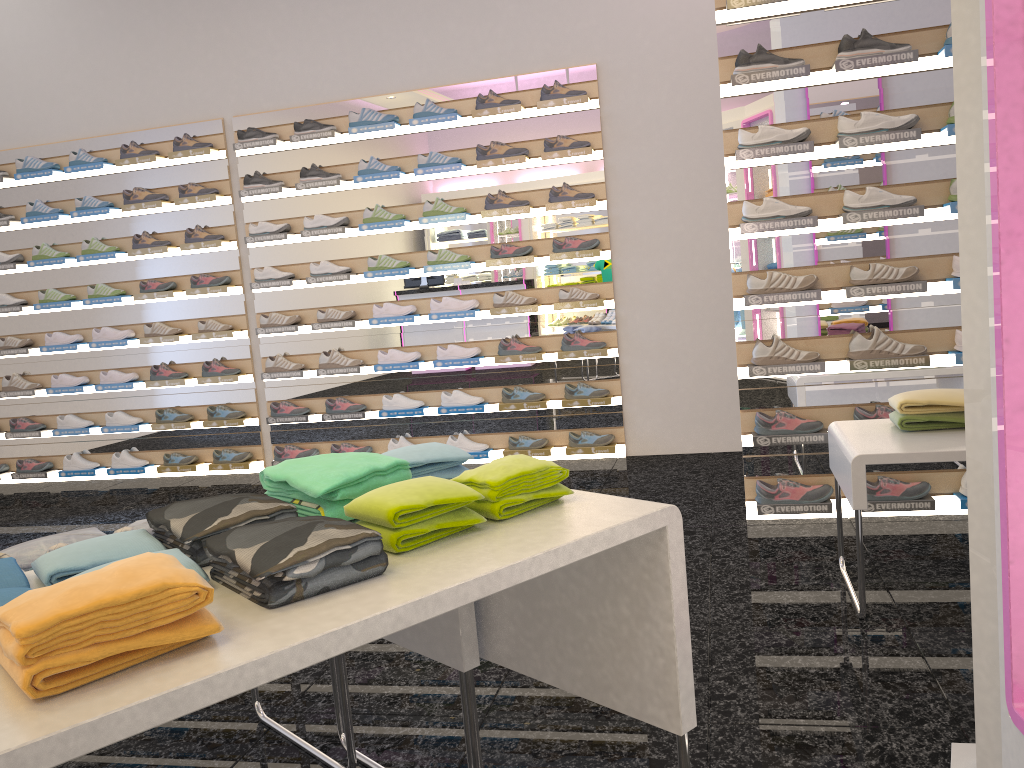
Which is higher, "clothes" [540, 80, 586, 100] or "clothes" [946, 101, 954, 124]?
"clothes" [540, 80, 586, 100]

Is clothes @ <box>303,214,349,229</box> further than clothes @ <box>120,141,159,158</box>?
No

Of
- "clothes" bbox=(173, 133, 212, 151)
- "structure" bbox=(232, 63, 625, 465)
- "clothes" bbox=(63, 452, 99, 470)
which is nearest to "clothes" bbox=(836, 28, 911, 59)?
"structure" bbox=(232, 63, 625, 465)

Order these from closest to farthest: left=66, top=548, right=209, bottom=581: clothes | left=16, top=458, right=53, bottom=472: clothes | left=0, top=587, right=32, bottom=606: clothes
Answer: left=0, top=587, right=32, bottom=606: clothes → left=66, top=548, right=209, bottom=581: clothes → left=16, top=458, right=53, bottom=472: clothes

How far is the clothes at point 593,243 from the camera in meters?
5.5 m

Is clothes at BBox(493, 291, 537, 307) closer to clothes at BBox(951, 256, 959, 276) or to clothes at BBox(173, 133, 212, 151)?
clothes at BBox(173, 133, 212, 151)

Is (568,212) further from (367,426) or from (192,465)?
(192,465)

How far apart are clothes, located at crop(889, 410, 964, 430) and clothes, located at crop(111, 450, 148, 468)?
5.23m

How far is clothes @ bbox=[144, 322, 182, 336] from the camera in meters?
6.2

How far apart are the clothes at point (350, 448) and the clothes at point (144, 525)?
3.8 meters
